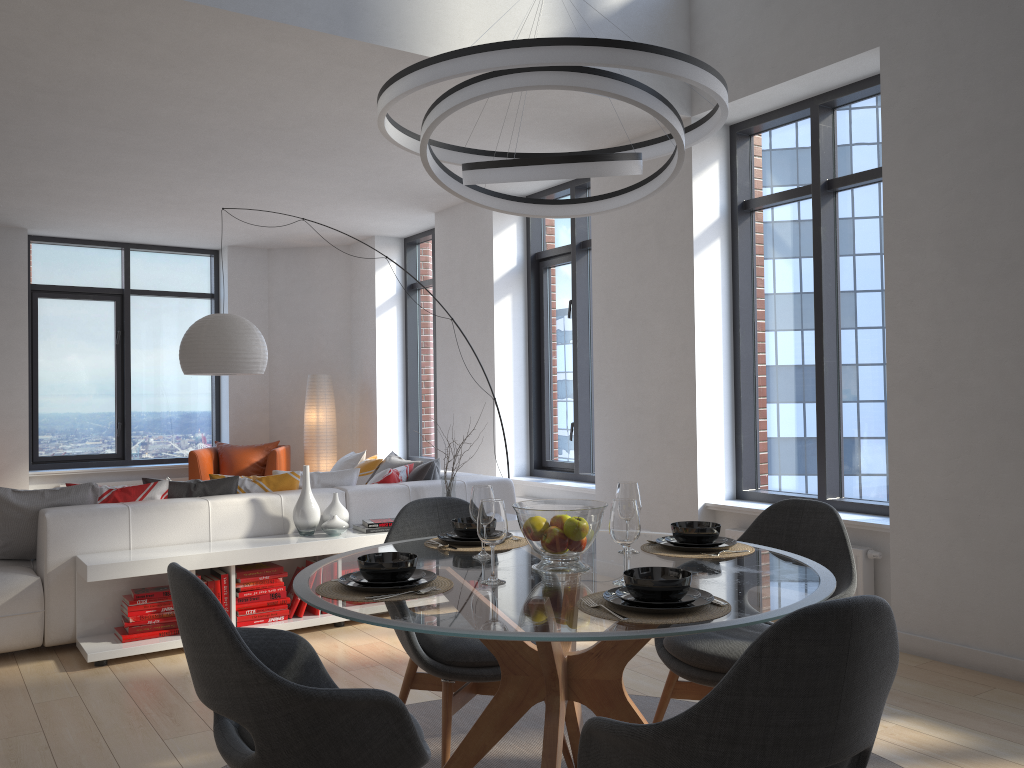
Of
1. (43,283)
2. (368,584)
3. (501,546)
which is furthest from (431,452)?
(368,584)

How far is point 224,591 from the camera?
4.6 meters

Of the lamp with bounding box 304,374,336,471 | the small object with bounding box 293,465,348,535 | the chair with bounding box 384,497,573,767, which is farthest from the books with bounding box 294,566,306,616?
the lamp with bounding box 304,374,336,471

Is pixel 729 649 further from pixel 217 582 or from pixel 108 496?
pixel 108 496

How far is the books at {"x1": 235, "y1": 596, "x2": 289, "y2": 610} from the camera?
4.69m

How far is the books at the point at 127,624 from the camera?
4.4m

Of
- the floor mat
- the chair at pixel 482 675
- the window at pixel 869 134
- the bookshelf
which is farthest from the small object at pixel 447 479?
the chair at pixel 482 675

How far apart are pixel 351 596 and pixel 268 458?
6.8m

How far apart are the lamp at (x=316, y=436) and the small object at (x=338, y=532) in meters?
4.3 m

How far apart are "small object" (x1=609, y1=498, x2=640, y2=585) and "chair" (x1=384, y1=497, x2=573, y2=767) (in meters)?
0.72
